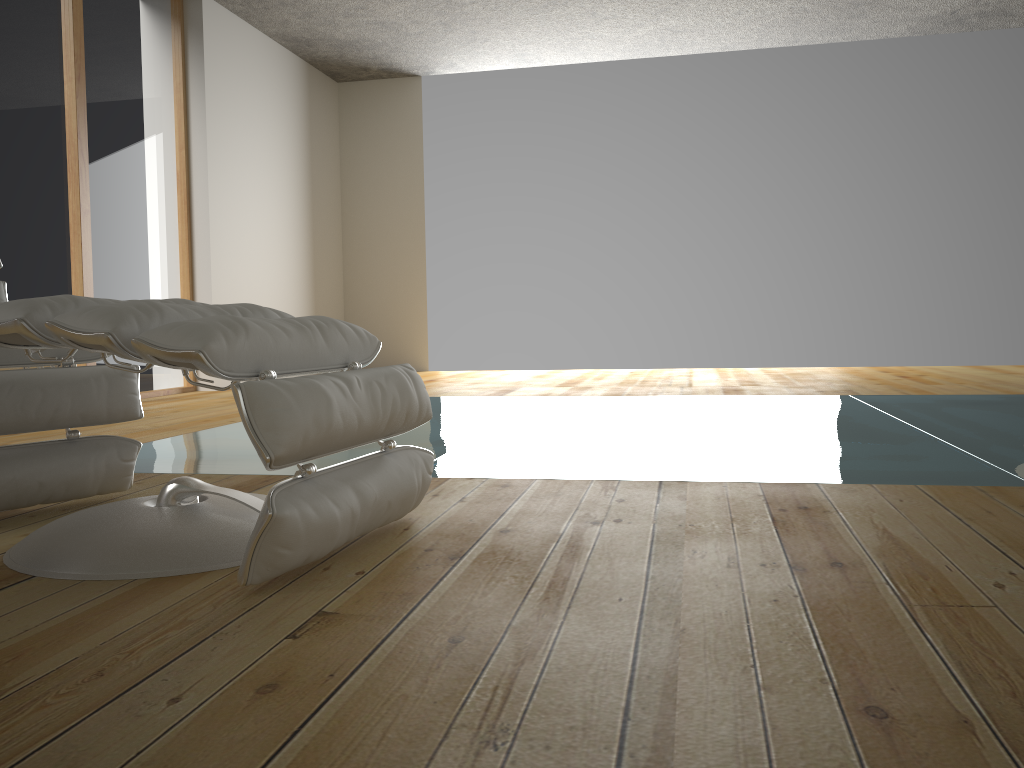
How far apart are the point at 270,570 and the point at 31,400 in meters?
0.8 m

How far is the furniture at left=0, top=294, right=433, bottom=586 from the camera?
1.26m

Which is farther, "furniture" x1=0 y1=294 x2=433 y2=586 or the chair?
the chair

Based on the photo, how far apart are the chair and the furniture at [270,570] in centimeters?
29cm

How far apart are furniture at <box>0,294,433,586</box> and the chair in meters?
0.3

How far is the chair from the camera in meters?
1.8

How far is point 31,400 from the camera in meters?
1.8 m
